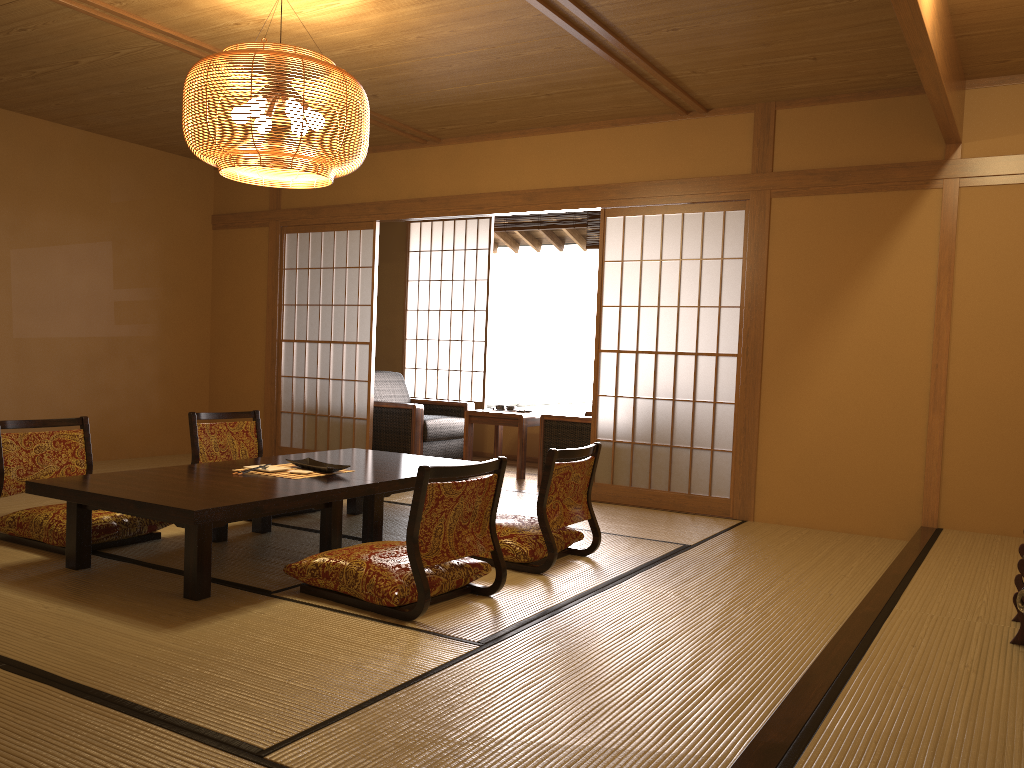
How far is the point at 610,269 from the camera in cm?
1211

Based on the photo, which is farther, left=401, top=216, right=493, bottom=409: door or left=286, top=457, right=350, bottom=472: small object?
left=401, top=216, right=493, bottom=409: door

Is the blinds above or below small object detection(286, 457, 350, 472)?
above

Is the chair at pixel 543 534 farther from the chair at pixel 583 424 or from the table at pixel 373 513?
the chair at pixel 583 424

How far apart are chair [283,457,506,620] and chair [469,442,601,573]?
0.3 meters

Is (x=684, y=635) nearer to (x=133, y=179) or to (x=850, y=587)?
(x=850, y=587)

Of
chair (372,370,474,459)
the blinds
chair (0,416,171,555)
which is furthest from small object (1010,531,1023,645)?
the blinds

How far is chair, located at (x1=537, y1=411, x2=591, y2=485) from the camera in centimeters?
631cm

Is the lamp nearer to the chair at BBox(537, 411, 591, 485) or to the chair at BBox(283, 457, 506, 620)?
the chair at BBox(283, 457, 506, 620)

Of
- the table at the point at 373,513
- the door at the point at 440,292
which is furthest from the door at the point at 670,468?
the table at the point at 373,513
